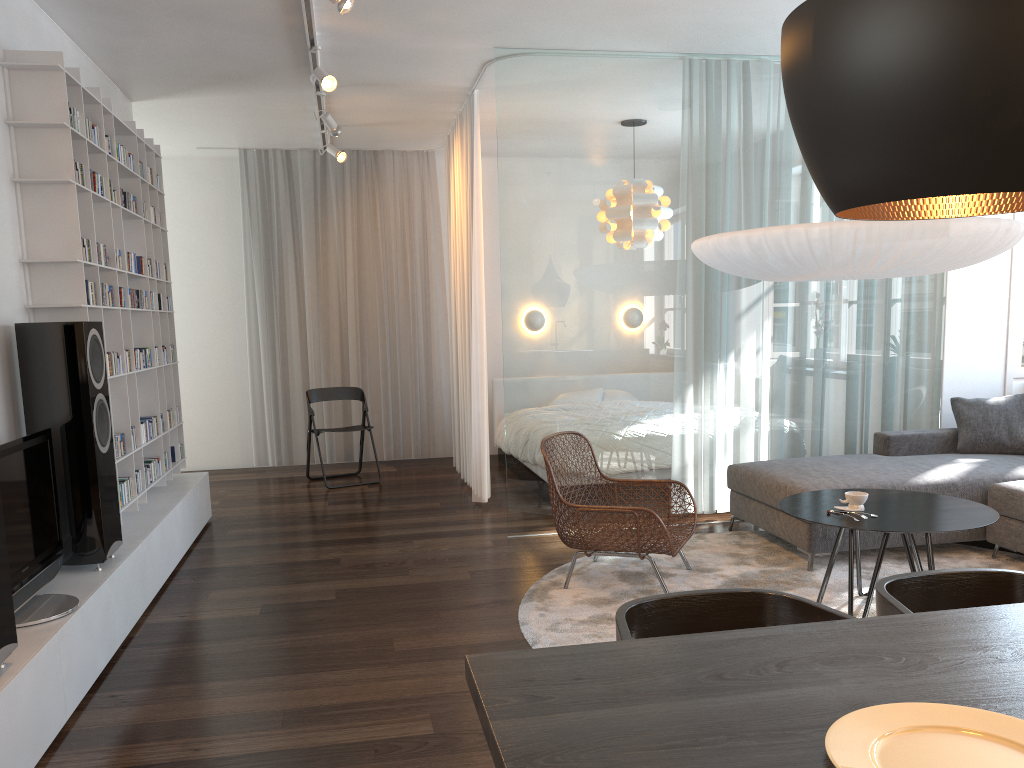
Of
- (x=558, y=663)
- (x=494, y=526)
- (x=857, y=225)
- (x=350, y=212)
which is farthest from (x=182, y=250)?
(x=558, y=663)

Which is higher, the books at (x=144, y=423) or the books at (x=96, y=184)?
the books at (x=96, y=184)

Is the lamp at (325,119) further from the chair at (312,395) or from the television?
the television

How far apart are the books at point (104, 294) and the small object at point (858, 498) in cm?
348

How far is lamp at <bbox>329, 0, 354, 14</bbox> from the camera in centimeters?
356cm

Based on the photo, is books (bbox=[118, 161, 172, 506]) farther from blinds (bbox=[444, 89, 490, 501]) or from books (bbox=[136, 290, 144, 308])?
blinds (bbox=[444, 89, 490, 501])

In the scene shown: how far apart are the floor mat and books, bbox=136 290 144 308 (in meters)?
2.71

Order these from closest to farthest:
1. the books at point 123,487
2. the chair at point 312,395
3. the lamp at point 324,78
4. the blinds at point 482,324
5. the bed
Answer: the books at point 123,487
the lamp at point 324,78
the blinds at point 482,324
the bed
the chair at point 312,395

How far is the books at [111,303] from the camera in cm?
431

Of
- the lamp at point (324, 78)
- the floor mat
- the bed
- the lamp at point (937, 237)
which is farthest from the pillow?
the lamp at point (324, 78)
